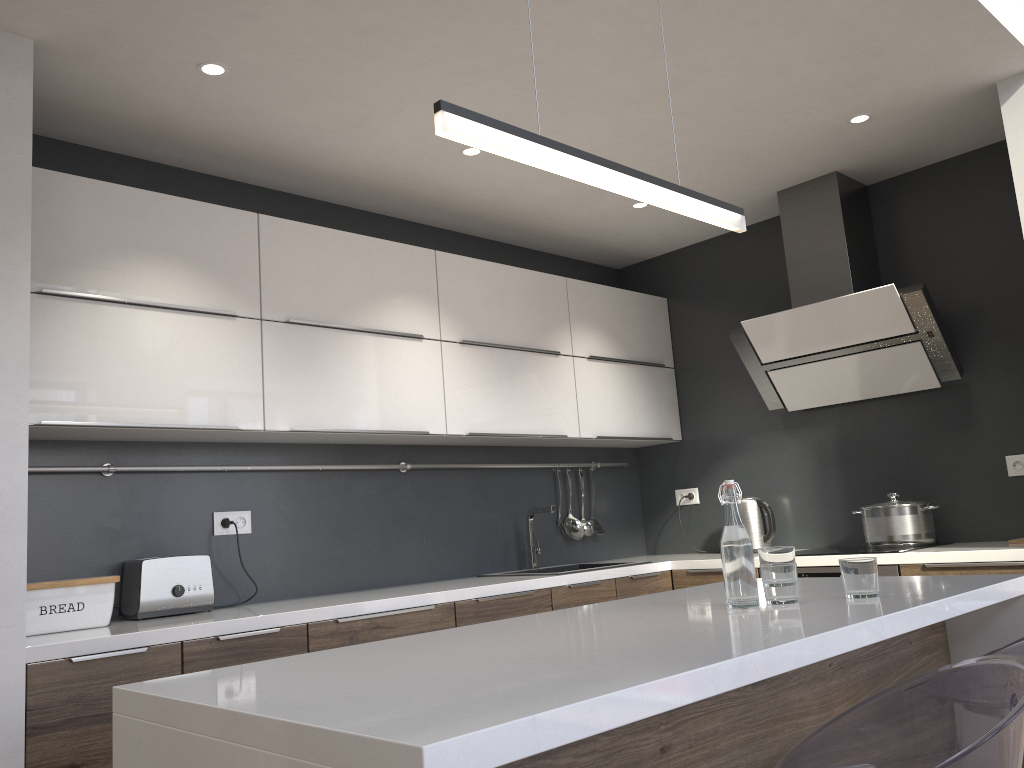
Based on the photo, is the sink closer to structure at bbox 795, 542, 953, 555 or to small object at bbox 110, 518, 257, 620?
structure at bbox 795, 542, 953, 555

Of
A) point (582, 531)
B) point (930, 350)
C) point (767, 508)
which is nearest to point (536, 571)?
point (582, 531)

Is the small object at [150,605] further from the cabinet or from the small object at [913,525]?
the small object at [913,525]

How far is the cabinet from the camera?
1.1m

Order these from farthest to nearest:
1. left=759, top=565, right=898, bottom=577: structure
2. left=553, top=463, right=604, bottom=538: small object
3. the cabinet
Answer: left=553, top=463, right=604, bottom=538: small object < left=759, top=565, right=898, bottom=577: structure < the cabinet

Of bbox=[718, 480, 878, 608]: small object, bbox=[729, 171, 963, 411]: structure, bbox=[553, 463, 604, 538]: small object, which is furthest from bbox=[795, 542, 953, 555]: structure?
bbox=[718, 480, 878, 608]: small object

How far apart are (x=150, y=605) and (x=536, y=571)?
1.81m

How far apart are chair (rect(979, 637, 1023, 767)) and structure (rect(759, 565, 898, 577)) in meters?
1.8

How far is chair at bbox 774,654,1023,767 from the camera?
1.2 meters

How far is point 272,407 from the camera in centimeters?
312cm
